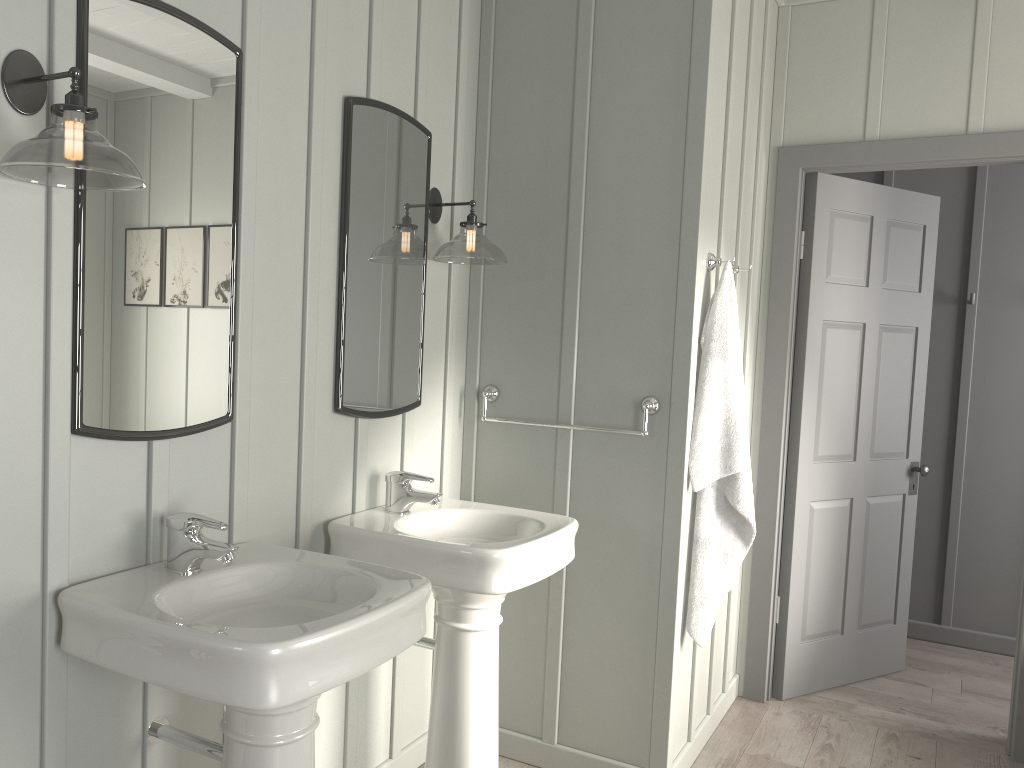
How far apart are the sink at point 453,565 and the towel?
0.44m

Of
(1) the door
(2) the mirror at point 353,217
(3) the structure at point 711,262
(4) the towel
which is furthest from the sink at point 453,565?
(1) the door

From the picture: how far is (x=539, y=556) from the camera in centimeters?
225cm

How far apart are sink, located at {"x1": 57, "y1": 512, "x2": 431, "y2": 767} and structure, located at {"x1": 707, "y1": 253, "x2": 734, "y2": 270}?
1.5 meters

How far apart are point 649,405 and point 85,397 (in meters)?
1.60

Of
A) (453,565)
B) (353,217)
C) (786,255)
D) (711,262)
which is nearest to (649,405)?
(711,262)

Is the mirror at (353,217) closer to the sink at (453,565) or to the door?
the sink at (453,565)

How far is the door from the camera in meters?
3.5 m

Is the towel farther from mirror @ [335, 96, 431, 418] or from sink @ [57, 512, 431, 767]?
sink @ [57, 512, 431, 767]

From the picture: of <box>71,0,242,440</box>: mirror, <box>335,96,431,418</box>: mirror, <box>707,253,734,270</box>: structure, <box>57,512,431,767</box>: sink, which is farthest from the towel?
<box>71,0,242,440</box>: mirror
